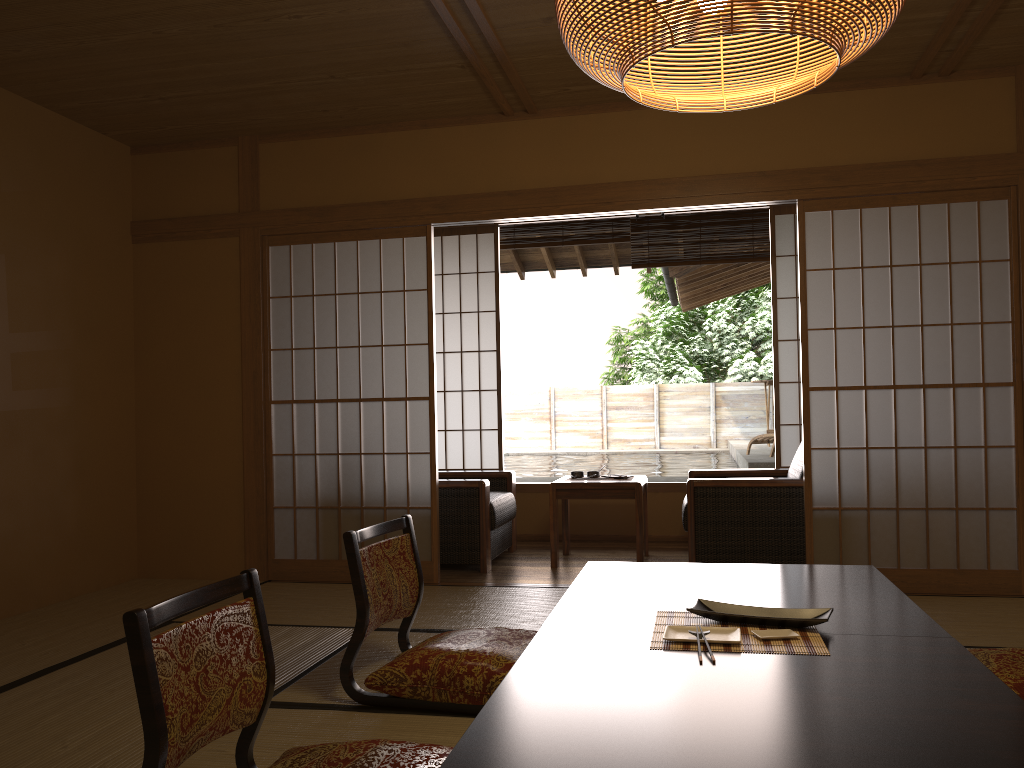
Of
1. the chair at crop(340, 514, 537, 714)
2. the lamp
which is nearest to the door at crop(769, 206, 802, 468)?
the chair at crop(340, 514, 537, 714)

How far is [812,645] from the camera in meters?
2.0

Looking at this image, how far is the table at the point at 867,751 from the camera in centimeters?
142cm

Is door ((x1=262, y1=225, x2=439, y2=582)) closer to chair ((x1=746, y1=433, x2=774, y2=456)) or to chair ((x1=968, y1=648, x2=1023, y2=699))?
chair ((x1=968, y1=648, x2=1023, y2=699))

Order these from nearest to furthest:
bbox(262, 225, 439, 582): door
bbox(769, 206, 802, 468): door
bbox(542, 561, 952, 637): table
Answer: bbox(542, 561, 952, 637): table < bbox(262, 225, 439, 582): door < bbox(769, 206, 802, 468): door

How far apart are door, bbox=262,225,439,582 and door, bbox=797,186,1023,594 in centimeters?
191cm

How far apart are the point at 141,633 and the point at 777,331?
5.1m

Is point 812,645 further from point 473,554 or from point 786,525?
point 473,554

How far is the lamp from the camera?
1.8m

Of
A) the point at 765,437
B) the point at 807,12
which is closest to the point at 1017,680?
the point at 807,12
